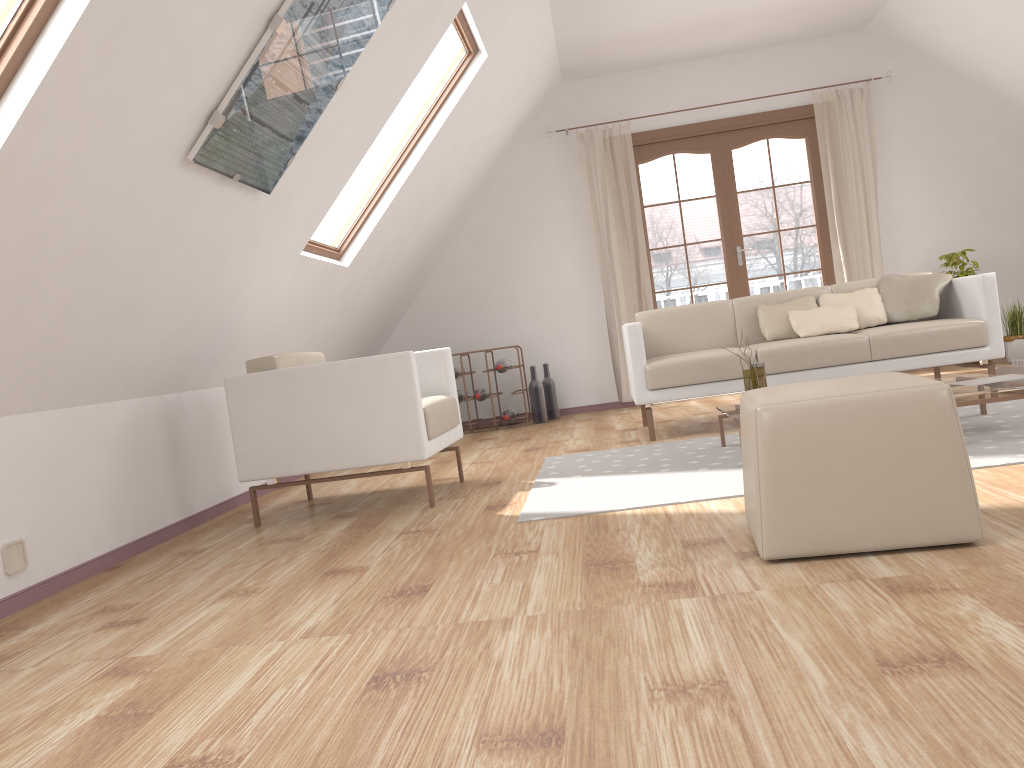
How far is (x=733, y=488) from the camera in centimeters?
307cm

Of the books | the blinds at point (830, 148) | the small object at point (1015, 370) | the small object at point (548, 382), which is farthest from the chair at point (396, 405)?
the blinds at point (830, 148)

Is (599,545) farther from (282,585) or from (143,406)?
(143,406)

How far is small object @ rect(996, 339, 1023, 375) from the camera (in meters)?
4.60

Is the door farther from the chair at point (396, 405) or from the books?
the chair at point (396, 405)

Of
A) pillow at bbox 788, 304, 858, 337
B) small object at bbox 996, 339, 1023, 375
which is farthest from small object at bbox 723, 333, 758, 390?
small object at bbox 996, 339, 1023, 375

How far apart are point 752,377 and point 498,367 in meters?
2.9 m

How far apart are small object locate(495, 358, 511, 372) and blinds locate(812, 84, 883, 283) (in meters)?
2.59

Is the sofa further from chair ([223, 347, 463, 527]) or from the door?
the door

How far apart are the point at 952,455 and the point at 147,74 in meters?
2.2 m
